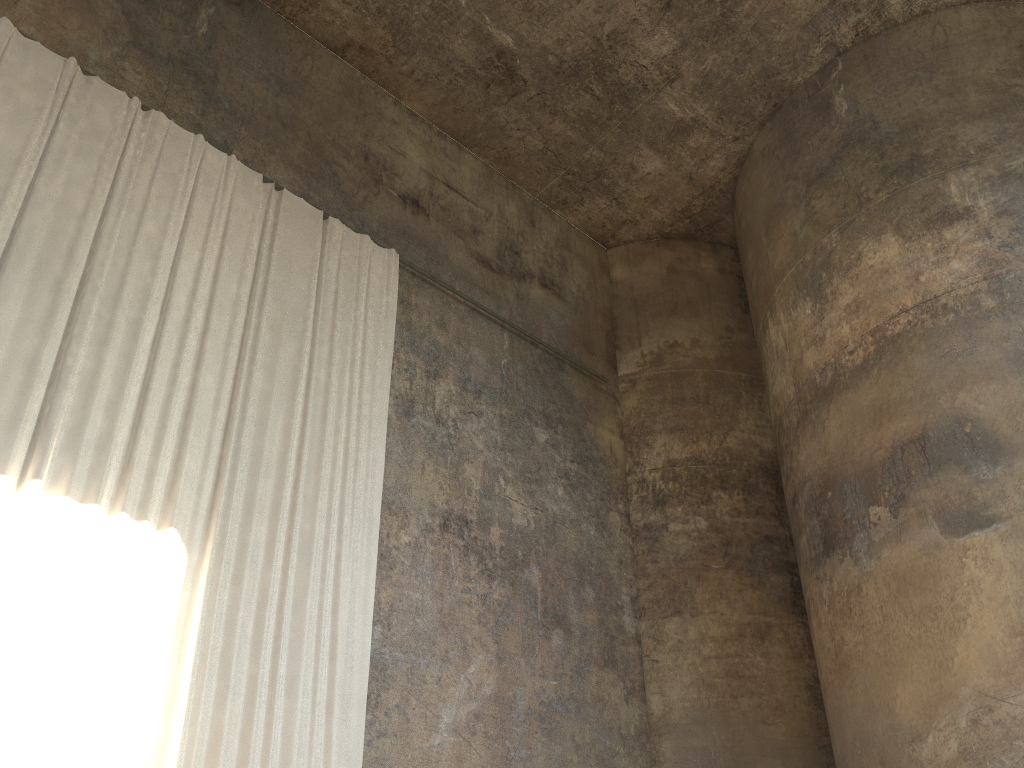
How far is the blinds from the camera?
6.1m

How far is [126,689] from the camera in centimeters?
609cm

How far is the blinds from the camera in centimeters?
609cm

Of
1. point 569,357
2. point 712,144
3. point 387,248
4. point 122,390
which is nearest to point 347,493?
point 122,390
